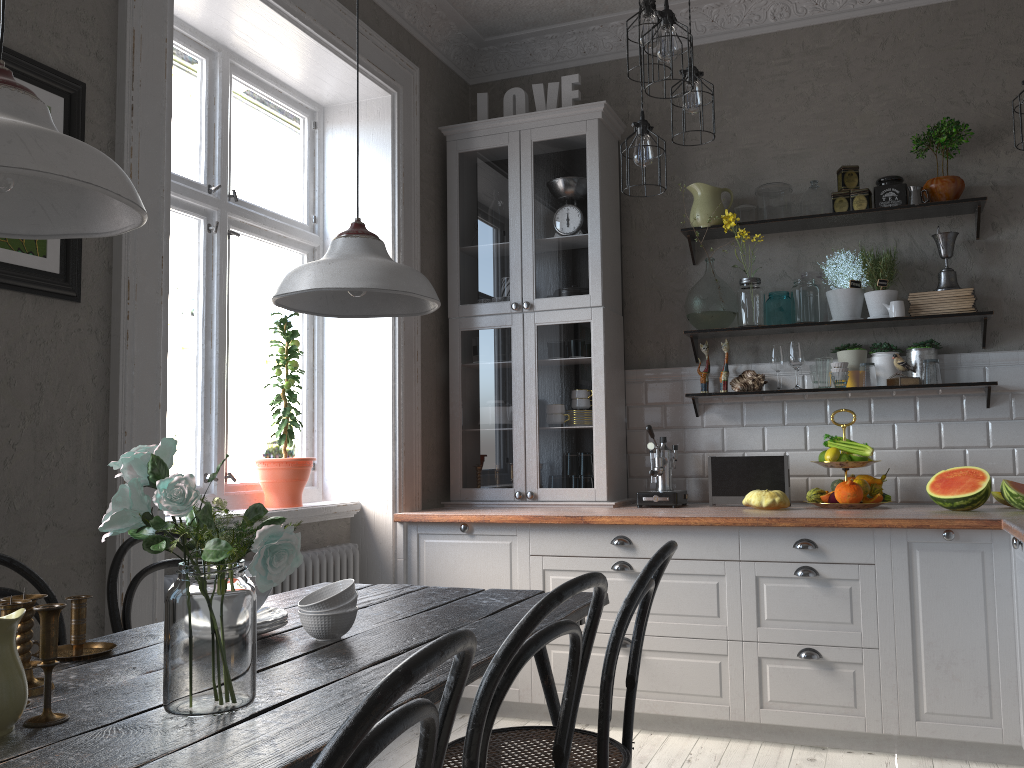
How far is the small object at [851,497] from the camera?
3.57m

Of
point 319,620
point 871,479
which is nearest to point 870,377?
point 871,479

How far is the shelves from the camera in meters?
3.8

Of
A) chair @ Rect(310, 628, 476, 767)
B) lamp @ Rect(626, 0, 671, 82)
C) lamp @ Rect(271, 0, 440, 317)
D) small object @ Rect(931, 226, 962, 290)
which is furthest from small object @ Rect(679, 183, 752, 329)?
chair @ Rect(310, 628, 476, 767)

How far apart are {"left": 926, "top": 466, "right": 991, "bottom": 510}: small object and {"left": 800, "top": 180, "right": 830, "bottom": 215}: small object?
1.3 meters

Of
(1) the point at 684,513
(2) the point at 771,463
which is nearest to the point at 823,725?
(1) the point at 684,513

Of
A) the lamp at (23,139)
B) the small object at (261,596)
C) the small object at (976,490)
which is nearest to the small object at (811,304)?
the small object at (976,490)

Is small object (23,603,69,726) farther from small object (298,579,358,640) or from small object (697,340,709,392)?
small object (697,340,709,392)

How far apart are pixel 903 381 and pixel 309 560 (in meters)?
2.59

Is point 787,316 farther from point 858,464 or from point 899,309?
point 858,464
